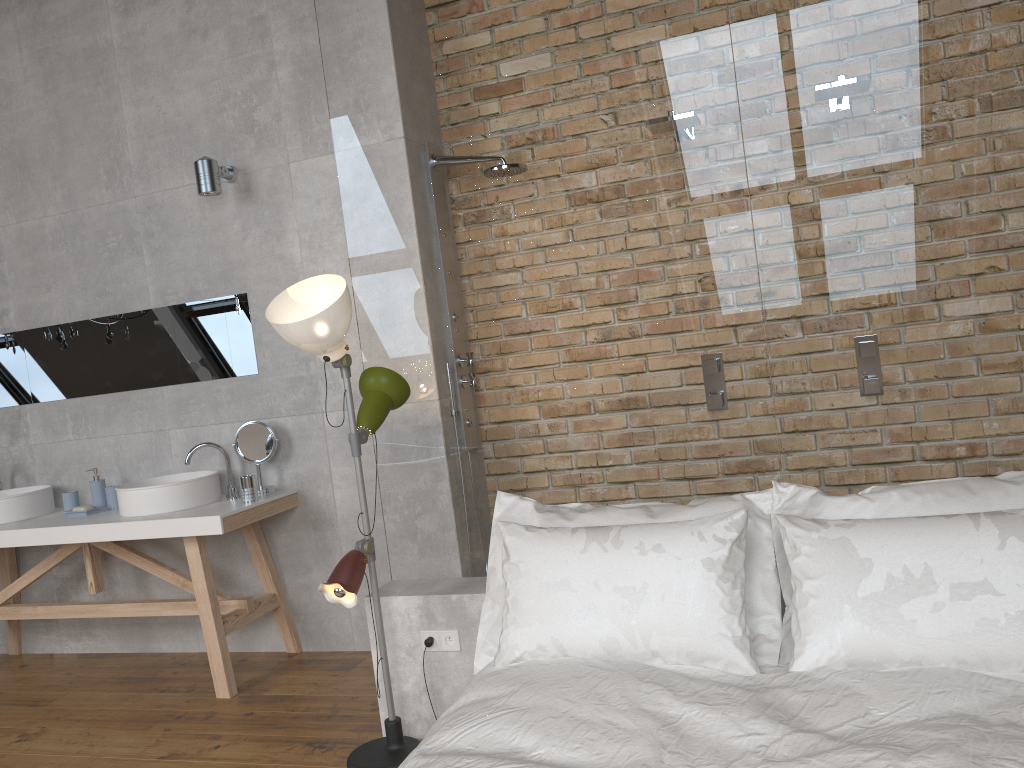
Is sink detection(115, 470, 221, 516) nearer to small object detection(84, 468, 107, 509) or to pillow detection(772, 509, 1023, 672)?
small object detection(84, 468, 107, 509)

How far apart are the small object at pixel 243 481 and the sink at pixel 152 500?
0.21m

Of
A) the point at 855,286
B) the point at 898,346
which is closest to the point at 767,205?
the point at 855,286

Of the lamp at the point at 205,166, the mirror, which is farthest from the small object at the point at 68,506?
the lamp at the point at 205,166

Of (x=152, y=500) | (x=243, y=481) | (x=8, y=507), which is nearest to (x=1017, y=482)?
(x=243, y=481)

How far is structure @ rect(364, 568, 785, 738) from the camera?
2.94m

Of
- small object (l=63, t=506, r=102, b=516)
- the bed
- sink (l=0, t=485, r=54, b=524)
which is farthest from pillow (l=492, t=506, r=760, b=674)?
sink (l=0, t=485, r=54, b=524)

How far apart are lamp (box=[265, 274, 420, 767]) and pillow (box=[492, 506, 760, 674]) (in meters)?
0.47

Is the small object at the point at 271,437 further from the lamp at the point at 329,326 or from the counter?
the lamp at the point at 329,326

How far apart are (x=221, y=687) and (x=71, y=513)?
1.2m
